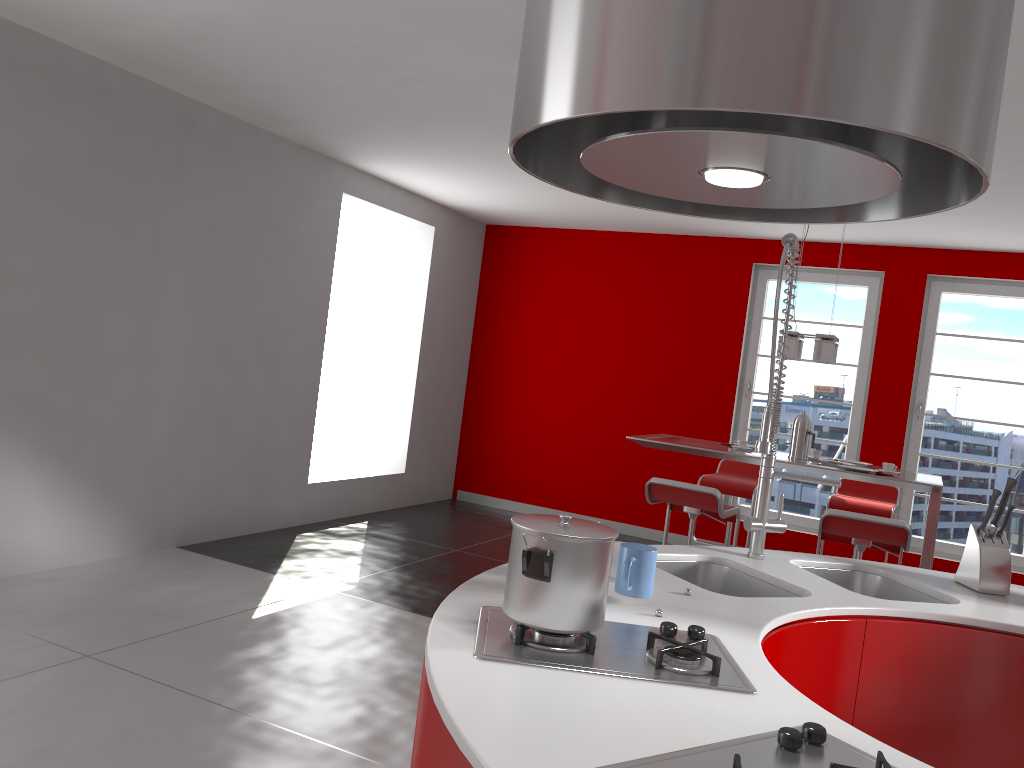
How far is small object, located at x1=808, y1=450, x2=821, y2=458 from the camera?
5.3 meters

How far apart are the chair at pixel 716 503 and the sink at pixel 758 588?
1.92m

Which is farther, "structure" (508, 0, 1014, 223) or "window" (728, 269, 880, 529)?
"window" (728, 269, 880, 529)

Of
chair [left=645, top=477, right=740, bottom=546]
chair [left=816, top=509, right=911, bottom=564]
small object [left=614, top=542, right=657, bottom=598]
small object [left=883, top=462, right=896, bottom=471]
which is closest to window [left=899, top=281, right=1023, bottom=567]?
small object [left=883, top=462, right=896, bottom=471]

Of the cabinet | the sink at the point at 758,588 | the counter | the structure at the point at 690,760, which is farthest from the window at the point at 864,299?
the structure at the point at 690,760

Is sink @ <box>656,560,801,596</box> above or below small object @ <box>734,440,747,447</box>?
below

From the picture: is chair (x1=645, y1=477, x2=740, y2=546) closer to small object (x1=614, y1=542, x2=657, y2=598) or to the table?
the table

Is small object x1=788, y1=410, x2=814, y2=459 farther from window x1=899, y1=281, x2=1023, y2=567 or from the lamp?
window x1=899, y1=281, x2=1023, y2=567

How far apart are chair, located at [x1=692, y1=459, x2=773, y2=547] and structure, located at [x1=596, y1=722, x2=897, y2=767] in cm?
476

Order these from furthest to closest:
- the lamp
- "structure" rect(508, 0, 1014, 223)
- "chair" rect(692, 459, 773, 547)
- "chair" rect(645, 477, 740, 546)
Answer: "chair" rect(692, 459, 773, 547) → the lamp → "chair" rect(645, 477, 740, 546) → "structure" rect(508, 0, 1014, 223)
